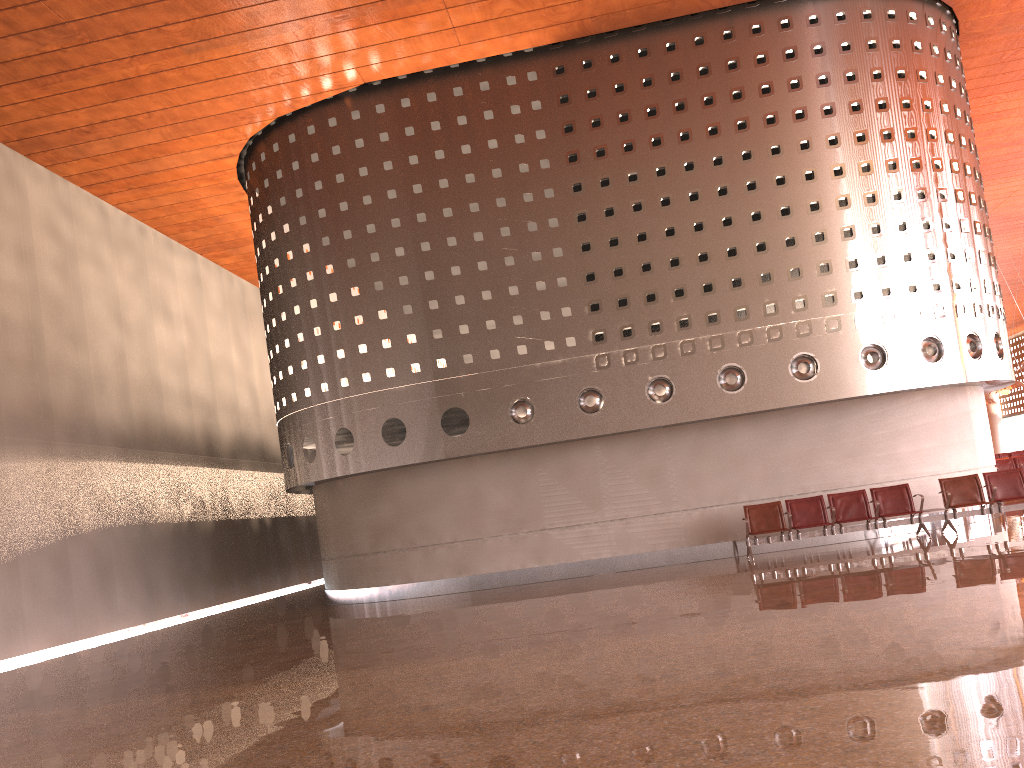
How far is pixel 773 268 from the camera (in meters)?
14.78
